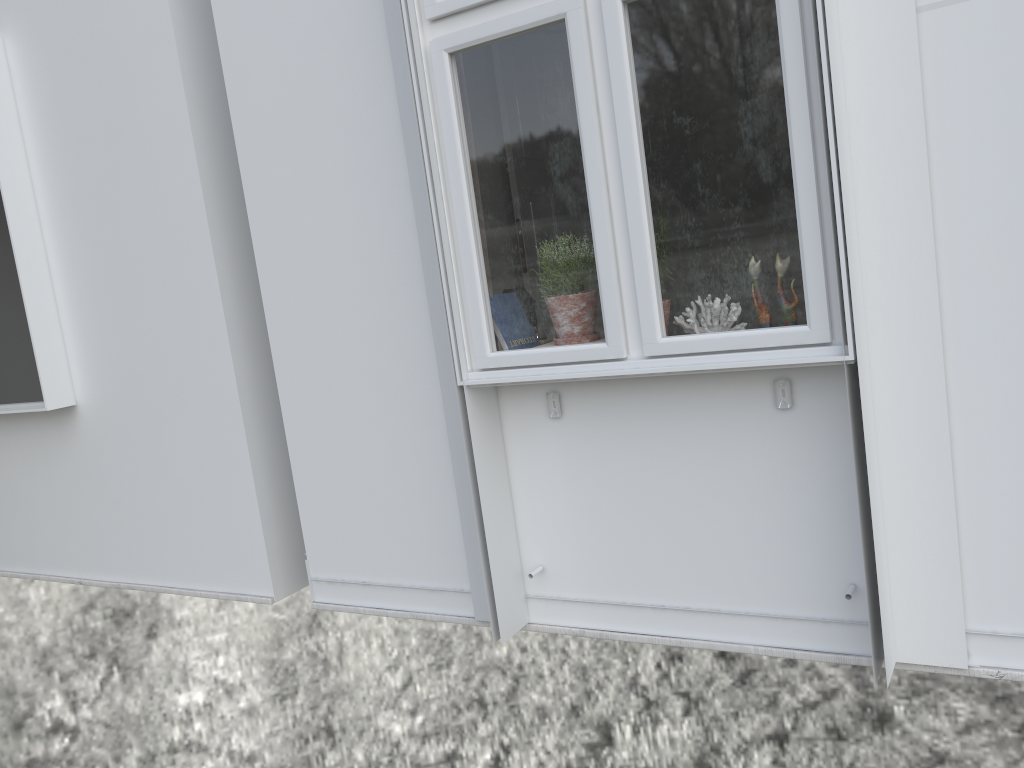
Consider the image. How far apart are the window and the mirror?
0.24m

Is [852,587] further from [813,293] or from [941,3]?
[941,3]

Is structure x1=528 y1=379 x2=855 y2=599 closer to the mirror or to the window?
the window

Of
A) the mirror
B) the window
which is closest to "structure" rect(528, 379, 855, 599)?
the window

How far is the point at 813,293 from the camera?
2.1 meters

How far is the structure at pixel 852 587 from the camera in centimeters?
224cm

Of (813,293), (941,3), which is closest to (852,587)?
(813,293)

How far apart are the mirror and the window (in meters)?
0.24

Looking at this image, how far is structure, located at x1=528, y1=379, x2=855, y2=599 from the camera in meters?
2.2 m

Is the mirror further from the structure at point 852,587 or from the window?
the structure at point 852,587
